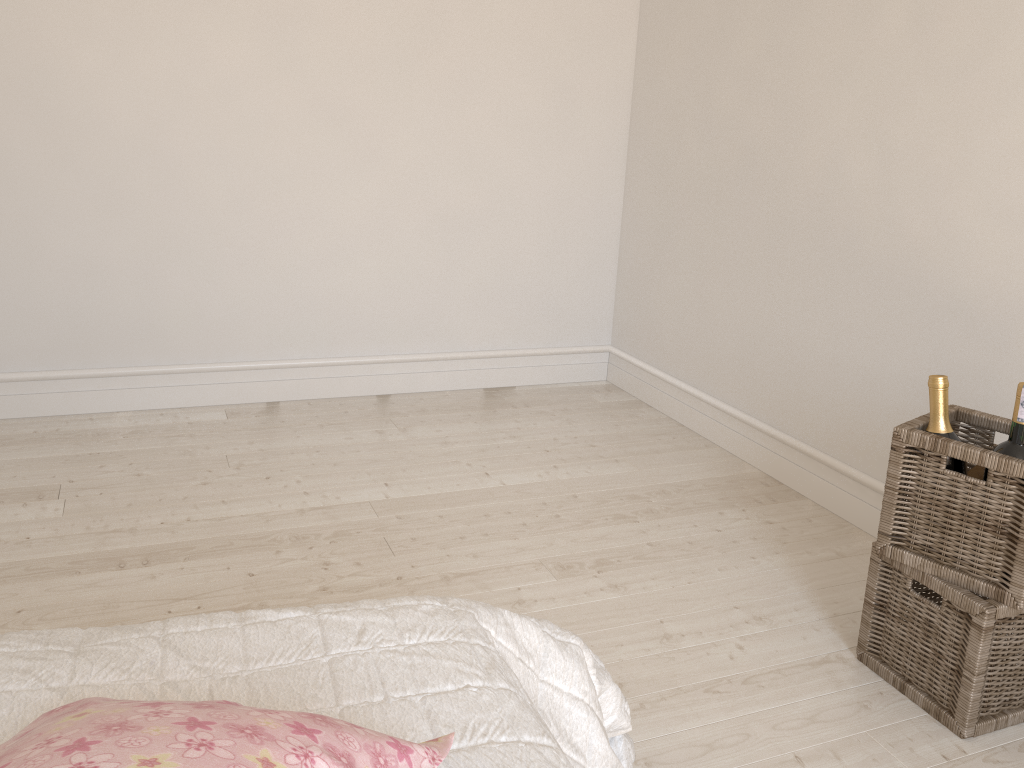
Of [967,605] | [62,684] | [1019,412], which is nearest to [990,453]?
[1019,412]

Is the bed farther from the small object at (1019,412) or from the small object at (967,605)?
the small object at (1019,412)

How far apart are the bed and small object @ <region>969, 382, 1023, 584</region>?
0.89m

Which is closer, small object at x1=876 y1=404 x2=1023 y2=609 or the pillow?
the pillow

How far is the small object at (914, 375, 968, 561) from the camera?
1.7m

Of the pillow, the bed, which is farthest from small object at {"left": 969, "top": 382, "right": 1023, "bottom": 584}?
the pillow

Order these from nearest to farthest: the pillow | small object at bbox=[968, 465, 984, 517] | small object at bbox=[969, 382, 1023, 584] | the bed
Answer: the pillow
the bed
small object at bbox=[969, 382, 1023, 584]
small object at bbox=[968, 465, 984, 517]

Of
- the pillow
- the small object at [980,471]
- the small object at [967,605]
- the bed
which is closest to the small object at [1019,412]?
the small object at [980,471]

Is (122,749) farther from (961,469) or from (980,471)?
(980,471)

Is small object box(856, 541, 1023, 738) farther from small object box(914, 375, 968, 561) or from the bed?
the bed
